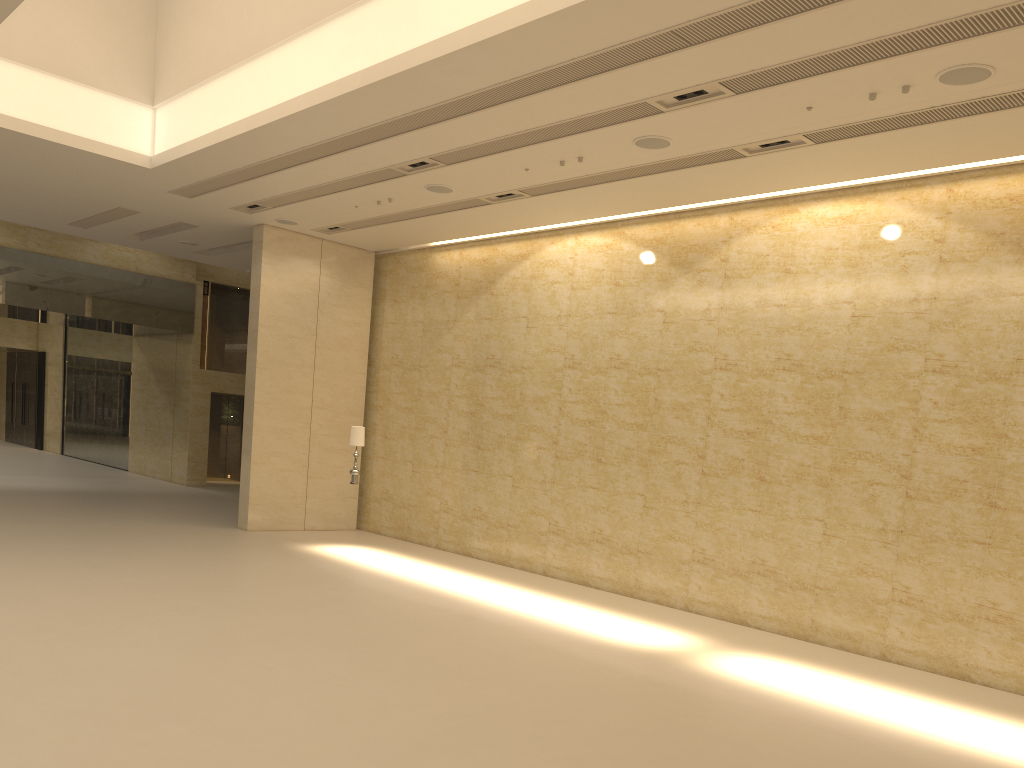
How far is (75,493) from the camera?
20.22m

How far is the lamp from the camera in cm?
1518

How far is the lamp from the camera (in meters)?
15.18

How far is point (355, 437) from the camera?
15.18m
